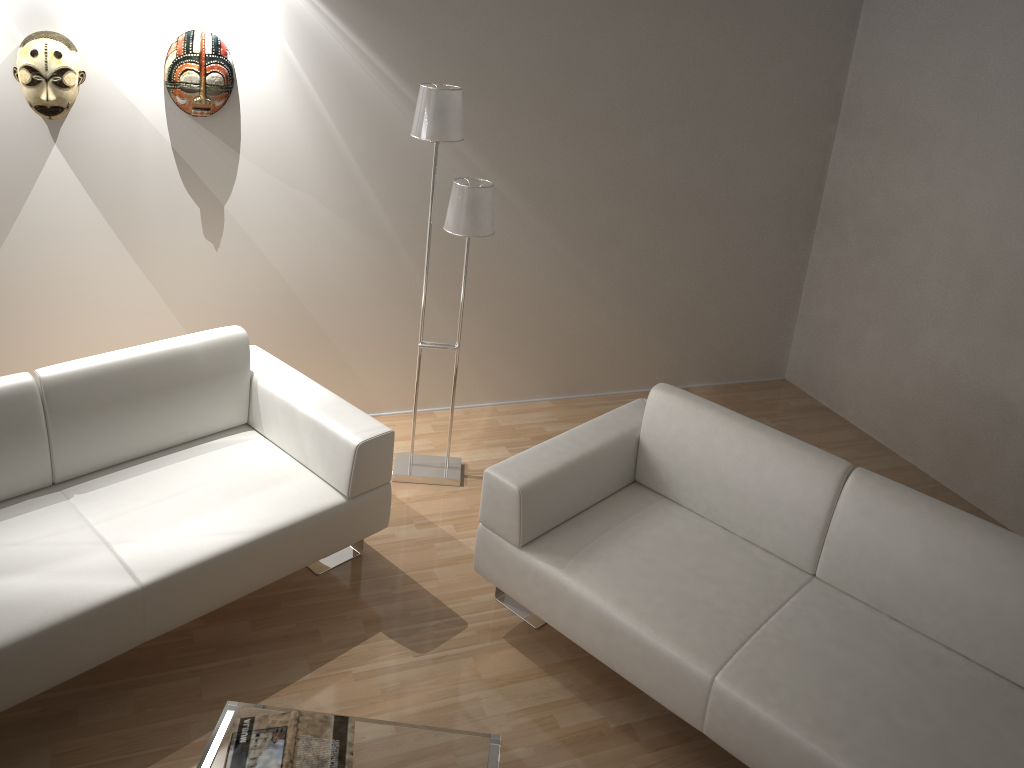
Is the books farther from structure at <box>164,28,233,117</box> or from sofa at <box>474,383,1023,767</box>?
structure at <box>164,28,233,117</box>

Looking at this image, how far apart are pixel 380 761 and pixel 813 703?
1.16m

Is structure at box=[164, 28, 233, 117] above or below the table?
above

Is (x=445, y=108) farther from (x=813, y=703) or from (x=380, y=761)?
(x=813, y=703)

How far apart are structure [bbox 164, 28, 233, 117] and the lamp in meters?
0.8

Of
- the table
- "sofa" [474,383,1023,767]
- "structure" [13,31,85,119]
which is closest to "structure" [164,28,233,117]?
"structure" [13,31,85,119]

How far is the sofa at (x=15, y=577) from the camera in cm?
243

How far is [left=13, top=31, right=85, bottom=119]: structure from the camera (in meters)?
3.06

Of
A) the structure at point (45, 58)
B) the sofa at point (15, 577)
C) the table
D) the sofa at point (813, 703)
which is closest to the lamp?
the sofa at point (15, 577)

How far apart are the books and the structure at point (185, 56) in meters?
2.3
